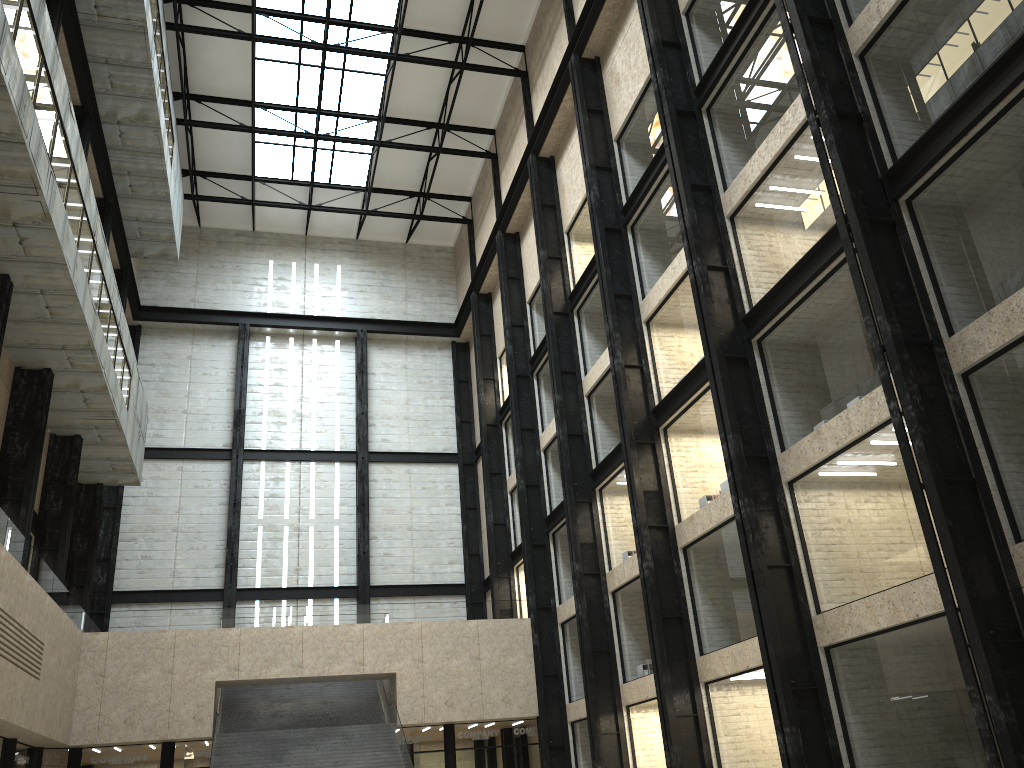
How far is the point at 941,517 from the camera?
21.90m

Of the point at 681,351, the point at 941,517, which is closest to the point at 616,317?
the point at 681,351

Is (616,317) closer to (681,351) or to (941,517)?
(681,351)
